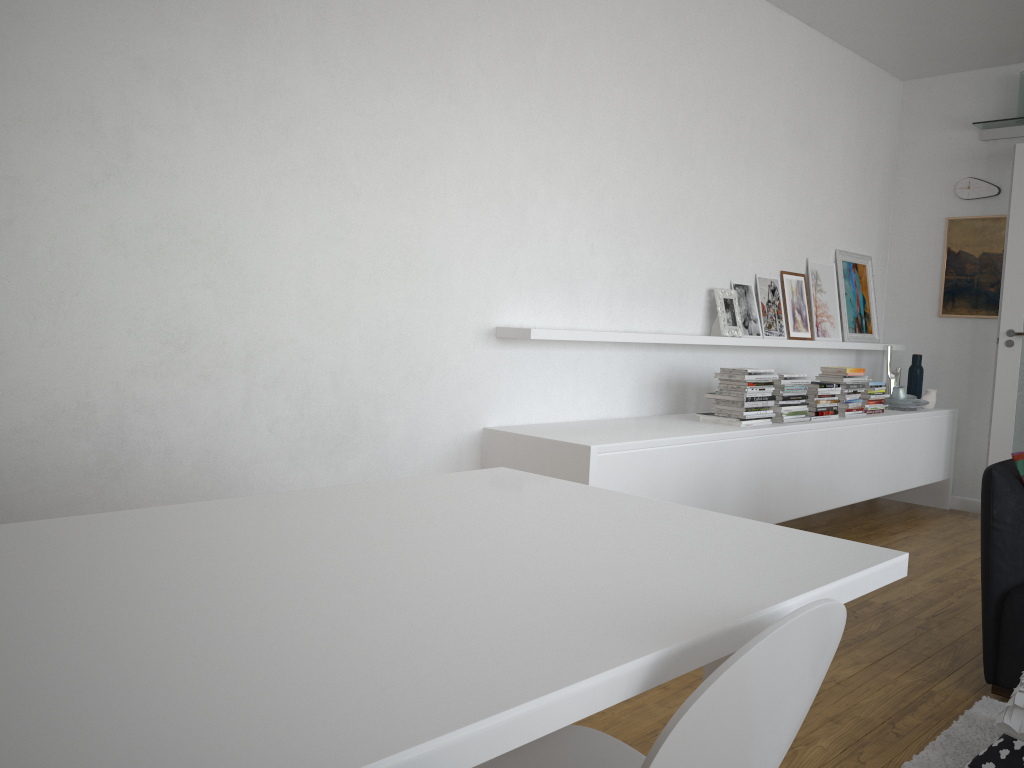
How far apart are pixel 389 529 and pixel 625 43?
3.38m

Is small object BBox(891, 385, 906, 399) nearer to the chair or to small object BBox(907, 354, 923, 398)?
small object BBox(907, 354, 923, 398)

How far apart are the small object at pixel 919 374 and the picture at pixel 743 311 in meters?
1.7

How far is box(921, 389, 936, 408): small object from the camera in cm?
603

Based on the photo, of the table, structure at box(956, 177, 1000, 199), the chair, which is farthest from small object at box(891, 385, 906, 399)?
the chair

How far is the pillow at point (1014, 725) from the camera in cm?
224

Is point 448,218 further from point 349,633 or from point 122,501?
point 349,633

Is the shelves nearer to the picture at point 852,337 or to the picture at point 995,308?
the picture at point 995,308

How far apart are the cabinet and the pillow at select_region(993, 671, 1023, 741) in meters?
1.5 m

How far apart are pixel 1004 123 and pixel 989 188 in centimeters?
43cm
